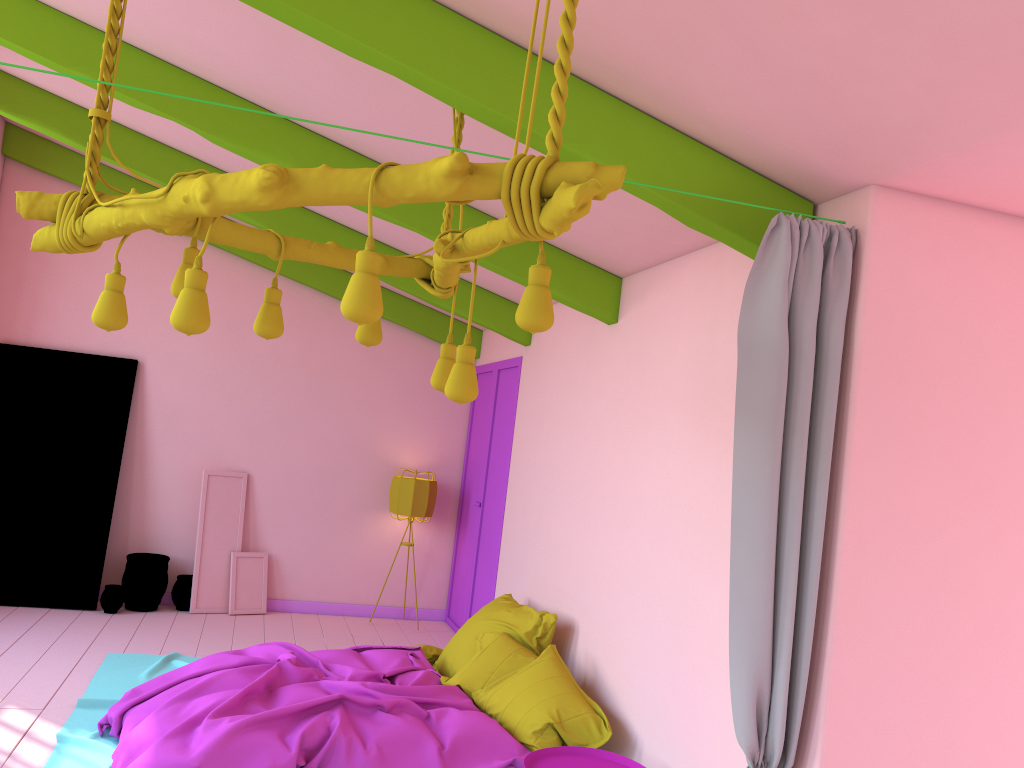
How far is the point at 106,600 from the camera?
7.5m

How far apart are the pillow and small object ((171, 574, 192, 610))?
2.9m

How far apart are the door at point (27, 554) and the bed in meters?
1.5 m

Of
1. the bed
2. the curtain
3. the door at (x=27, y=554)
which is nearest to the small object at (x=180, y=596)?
the door at (x=27, y=554)

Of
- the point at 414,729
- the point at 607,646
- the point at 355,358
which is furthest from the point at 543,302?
the point at 355,358

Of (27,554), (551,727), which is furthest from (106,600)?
(551,727)

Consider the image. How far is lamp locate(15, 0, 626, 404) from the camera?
2.1m

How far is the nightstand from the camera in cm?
401

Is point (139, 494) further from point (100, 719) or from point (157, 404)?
point (100, 719)

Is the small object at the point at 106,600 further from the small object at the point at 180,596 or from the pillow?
the pillow
